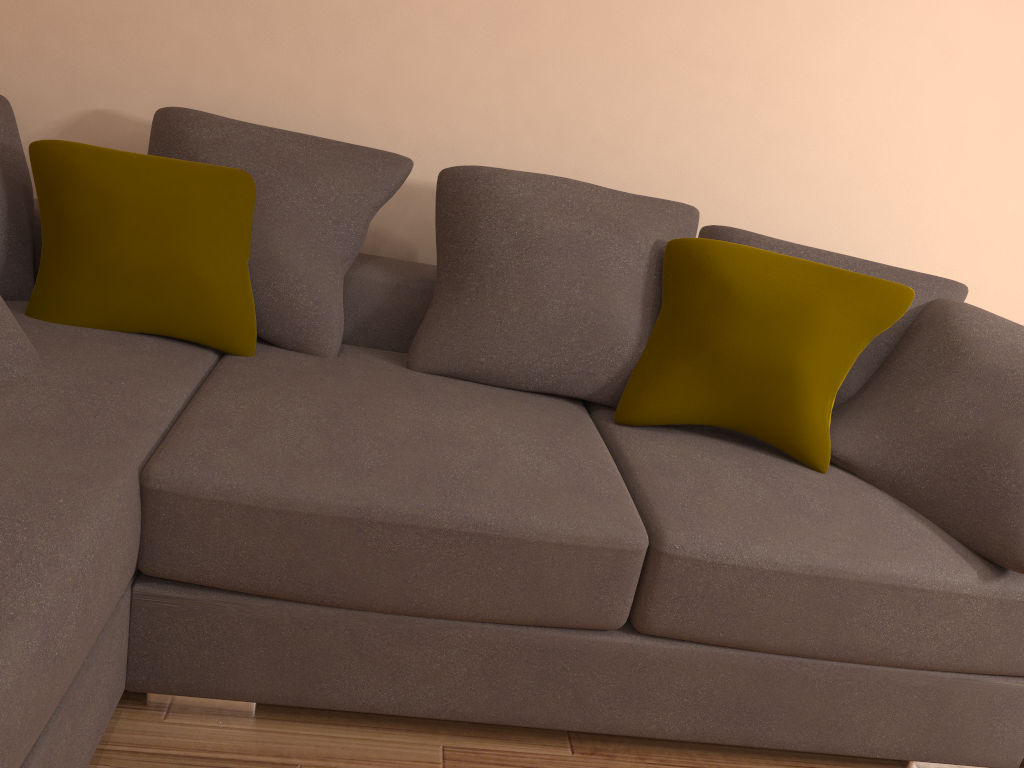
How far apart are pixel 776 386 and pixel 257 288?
1.37m

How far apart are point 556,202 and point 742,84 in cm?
93

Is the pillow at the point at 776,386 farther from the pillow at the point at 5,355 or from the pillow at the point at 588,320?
the pillow at the point at 5,355

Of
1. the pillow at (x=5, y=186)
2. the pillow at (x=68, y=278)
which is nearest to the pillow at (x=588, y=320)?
the pillow at (x=68, y=278)

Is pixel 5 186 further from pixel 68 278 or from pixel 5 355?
pixel 5 355

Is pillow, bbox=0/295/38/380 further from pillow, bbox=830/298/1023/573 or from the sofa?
pillow, bbox=830/298/1023/573

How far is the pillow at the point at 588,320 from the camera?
2.36m

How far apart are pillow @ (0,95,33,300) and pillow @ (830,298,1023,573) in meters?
2.1

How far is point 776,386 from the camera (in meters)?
2.19

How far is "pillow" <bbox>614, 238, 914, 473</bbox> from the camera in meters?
2.2 m
